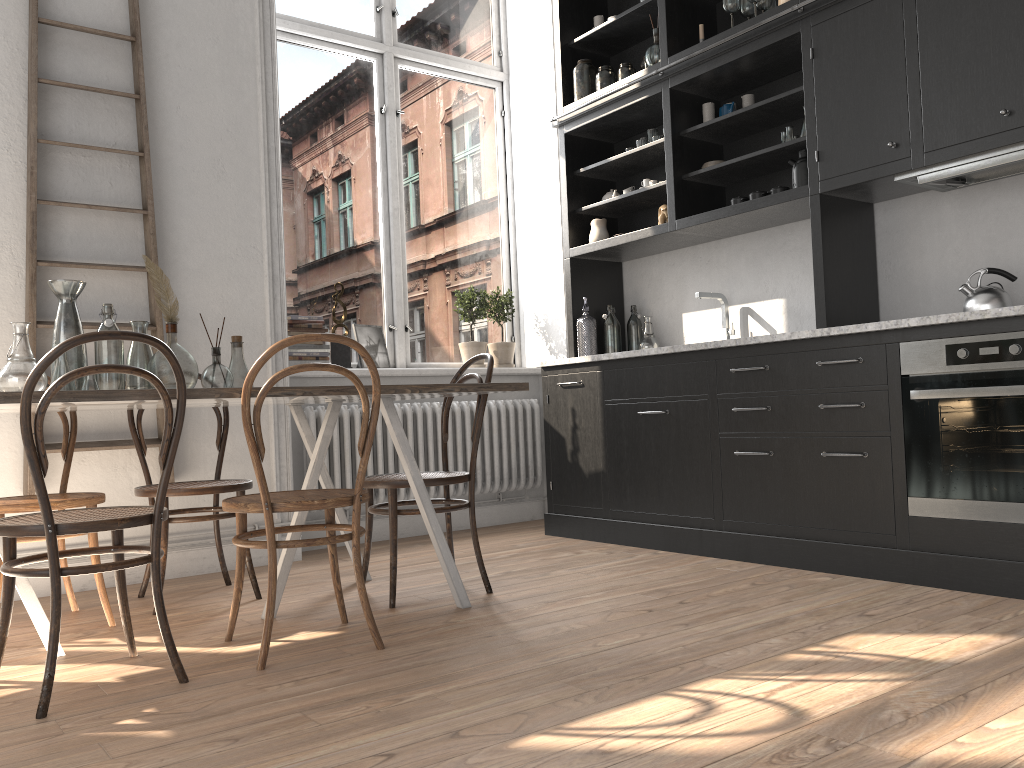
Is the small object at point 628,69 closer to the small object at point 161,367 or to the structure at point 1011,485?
the structure at point 1011,485

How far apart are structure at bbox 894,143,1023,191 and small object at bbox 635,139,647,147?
1.6 meters

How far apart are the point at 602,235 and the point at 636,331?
0.6 meters

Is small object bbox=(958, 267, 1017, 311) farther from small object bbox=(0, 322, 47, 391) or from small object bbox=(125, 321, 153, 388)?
small object bbox=(0, 322, 47, 391)

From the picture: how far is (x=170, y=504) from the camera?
4.0 meters

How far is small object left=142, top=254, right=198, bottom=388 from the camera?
2.8 meters

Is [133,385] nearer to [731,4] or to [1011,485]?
[1011,485]

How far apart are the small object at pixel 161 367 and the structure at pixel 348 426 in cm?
165

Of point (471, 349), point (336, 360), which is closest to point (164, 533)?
point (336, 360)

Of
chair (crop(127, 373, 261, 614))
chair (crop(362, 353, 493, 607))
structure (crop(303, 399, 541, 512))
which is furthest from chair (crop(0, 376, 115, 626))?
structure (crop(303, 399, 541, 512))
